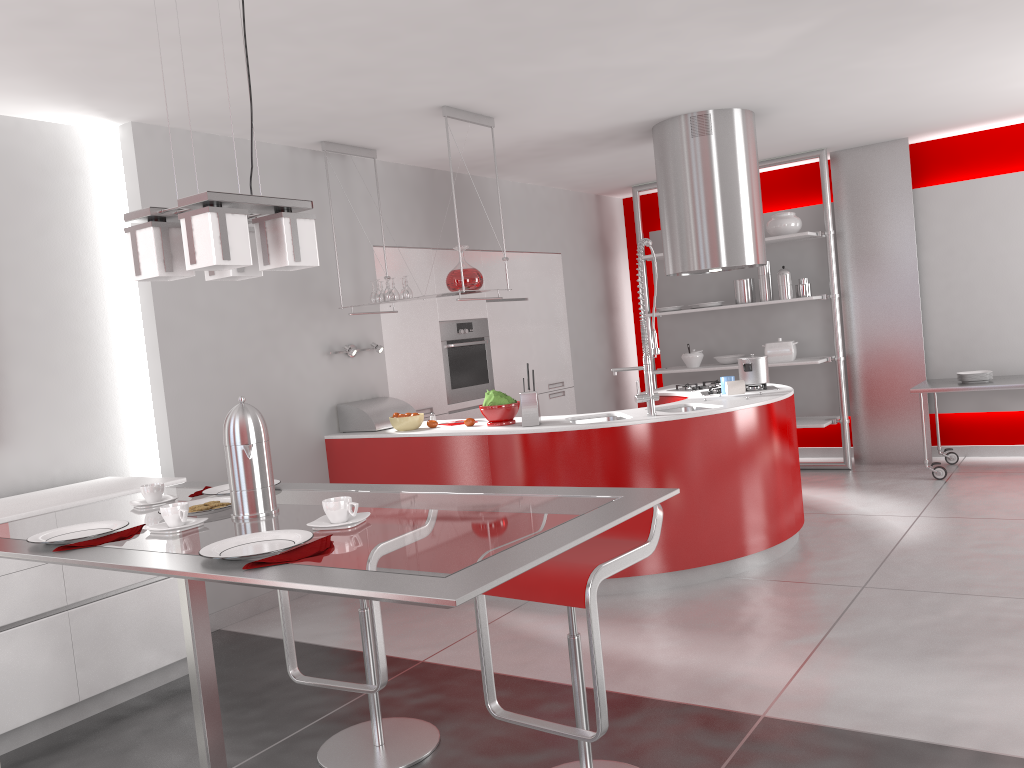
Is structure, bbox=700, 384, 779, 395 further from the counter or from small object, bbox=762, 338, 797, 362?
small object, bbox=762, 338, 797, 362

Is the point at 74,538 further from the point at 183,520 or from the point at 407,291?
the point at 407,291

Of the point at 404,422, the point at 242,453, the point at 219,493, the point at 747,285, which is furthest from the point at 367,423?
the point at 747,285

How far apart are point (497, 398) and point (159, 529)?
2.91m

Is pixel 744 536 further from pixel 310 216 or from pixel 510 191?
pixel 510 191

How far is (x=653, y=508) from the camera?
2.6m

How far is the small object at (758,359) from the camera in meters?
5.4 m

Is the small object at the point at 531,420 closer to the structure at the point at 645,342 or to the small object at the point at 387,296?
the structure at the point at 645,342

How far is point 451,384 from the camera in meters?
6.4

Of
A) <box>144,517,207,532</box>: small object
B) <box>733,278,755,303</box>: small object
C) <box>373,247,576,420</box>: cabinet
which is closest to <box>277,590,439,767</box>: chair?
<box>144,517,207,532</box>: small object
